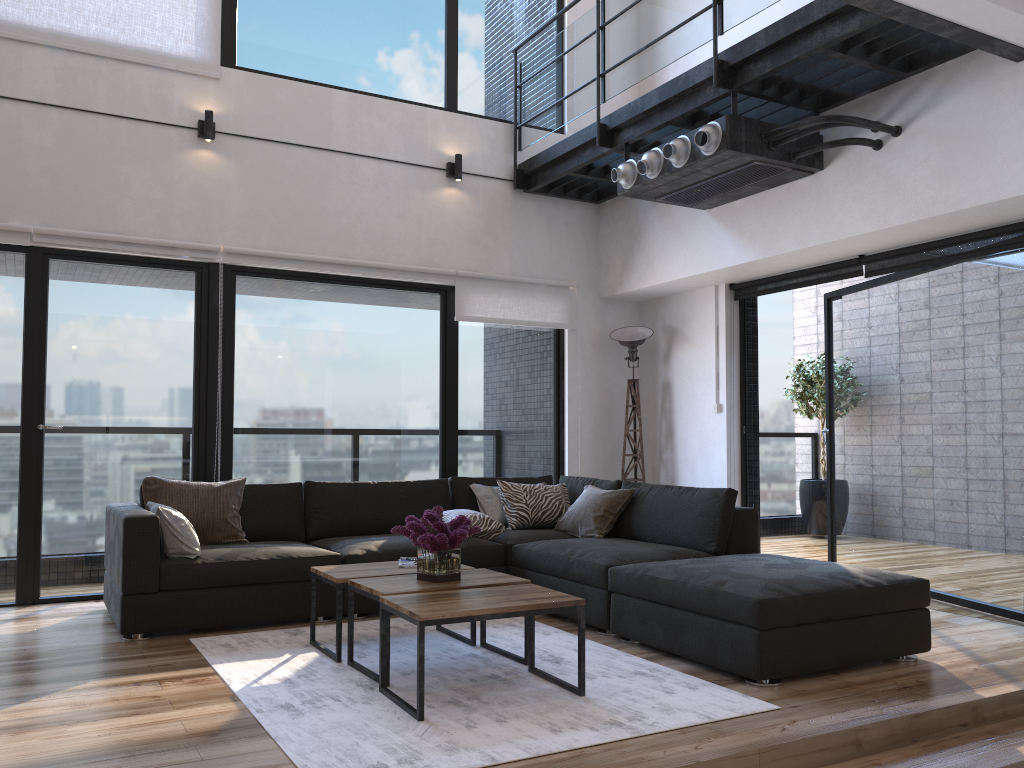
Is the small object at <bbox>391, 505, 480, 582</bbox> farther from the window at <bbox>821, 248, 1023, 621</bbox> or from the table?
the window at <bbox>821, 248, 1023, 621</bbox>

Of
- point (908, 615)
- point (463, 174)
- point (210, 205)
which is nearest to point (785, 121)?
point (463, 174)

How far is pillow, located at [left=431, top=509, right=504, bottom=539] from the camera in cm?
520

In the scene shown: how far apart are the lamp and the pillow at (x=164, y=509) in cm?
342

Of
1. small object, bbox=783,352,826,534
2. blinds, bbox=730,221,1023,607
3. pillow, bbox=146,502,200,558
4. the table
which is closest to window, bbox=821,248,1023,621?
blinds, bbox=730,221,1023,607

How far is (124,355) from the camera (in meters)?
5.35

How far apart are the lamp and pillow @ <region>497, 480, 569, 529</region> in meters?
1.0

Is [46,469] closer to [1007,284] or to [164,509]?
[164,509]

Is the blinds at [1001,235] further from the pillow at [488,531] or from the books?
the books

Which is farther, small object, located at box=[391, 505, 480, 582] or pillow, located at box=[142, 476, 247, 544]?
pillow, located at box=[142, 476, 247, 544]
